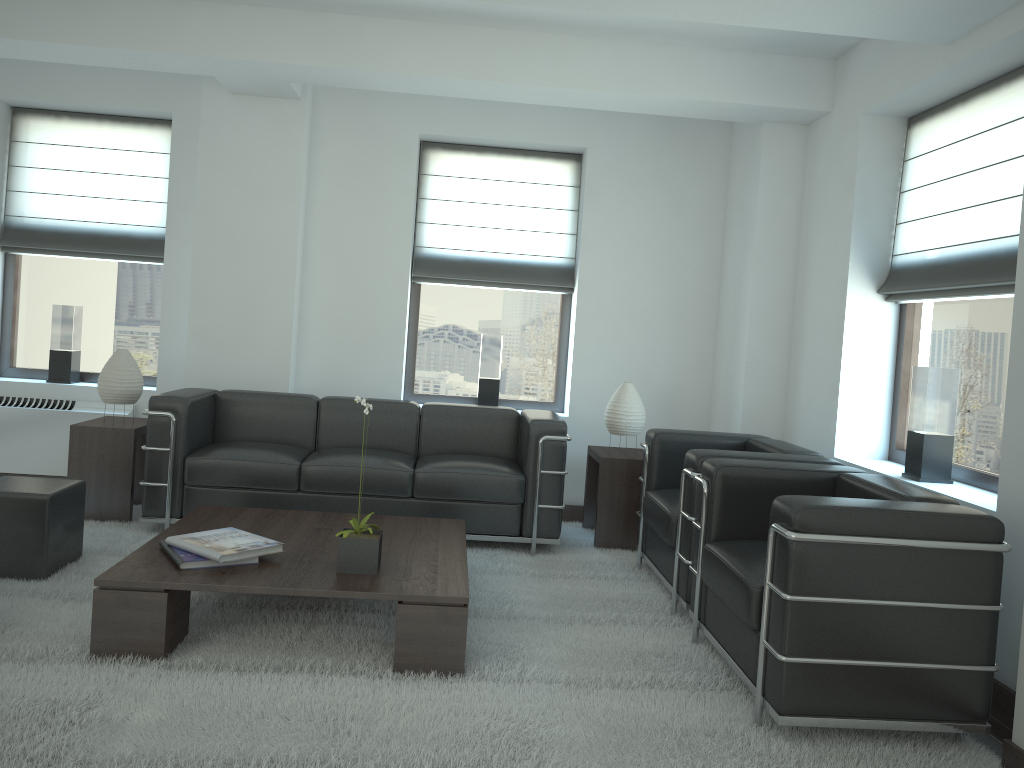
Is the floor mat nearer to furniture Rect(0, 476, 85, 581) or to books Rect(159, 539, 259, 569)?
furniture Rect(0, 476, 85, 581)

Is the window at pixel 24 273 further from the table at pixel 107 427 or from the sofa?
the sofa

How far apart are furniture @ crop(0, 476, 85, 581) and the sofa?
0.81m

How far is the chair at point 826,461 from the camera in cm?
585

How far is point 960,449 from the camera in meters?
6.2

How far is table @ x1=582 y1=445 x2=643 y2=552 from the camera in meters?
7.7

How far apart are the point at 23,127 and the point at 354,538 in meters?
6.5 m

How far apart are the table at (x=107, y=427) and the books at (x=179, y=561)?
2.5m

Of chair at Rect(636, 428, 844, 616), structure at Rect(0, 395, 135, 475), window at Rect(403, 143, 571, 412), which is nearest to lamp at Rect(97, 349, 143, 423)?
structure at Rect(0, 395, 135, 475)

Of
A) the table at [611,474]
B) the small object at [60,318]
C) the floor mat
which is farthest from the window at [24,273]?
the table at [611,474]
